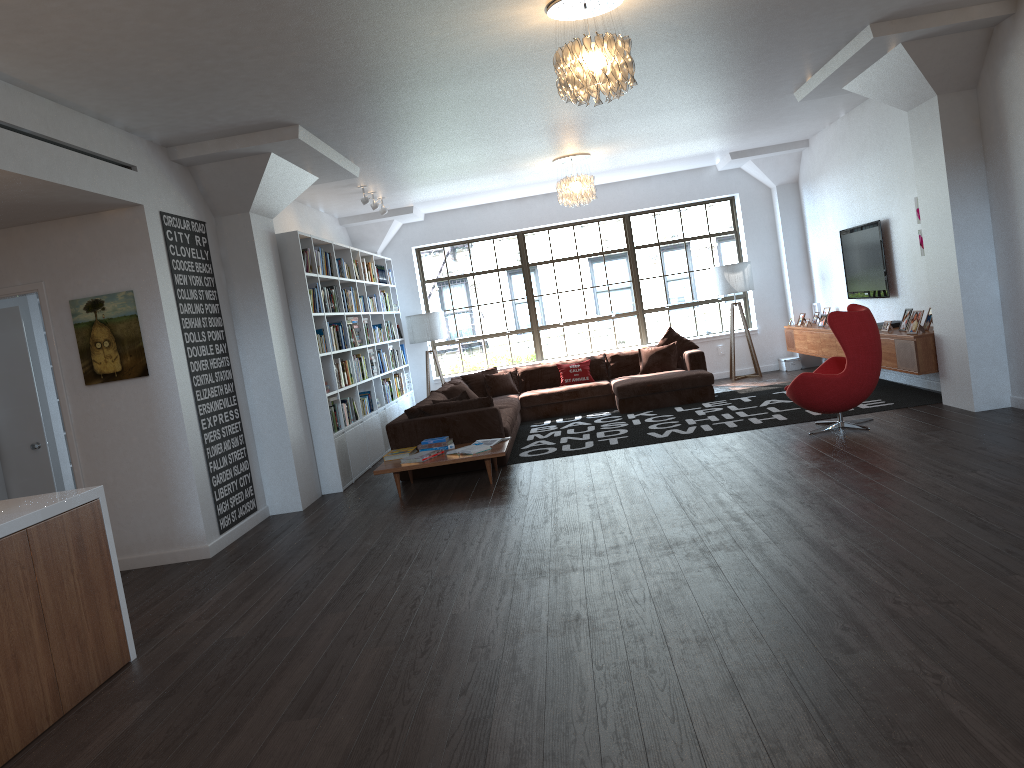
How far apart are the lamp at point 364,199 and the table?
3.39m

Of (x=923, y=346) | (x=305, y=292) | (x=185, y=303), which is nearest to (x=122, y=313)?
Result: (x=185, y=303)

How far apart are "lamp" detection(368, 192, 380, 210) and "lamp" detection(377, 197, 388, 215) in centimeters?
51cm

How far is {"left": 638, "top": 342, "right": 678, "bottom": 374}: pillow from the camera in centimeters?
1139cm

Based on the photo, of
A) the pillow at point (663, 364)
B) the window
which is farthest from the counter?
the window

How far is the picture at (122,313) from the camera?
6.1m

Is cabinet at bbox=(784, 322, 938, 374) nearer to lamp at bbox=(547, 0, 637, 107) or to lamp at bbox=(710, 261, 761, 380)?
lamp at bbox=(710, 261, 761, 380)

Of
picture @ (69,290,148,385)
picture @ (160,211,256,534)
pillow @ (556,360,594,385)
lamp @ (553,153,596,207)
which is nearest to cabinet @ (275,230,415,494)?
picture @ (160,211,256,534)

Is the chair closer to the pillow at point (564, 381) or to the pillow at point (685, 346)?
the pillow at point (685, 346)

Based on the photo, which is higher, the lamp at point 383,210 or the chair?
the lamp at point 383,210
